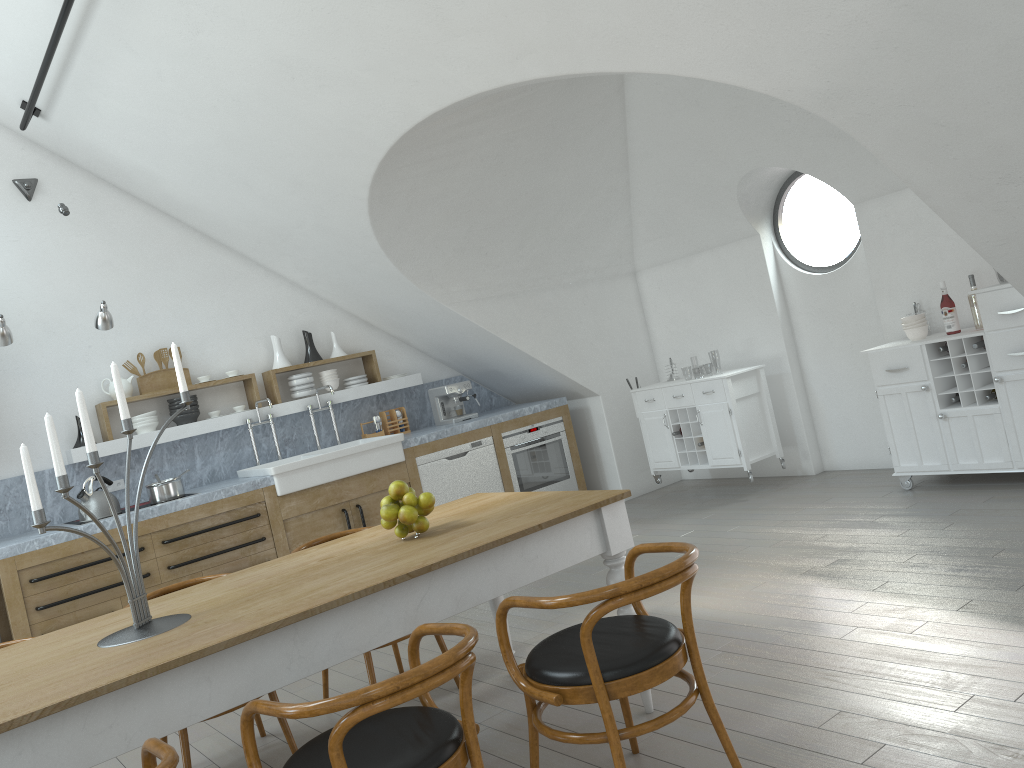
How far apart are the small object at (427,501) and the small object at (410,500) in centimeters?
3cm

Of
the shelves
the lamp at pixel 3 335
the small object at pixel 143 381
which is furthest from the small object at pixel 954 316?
the lamp at pixel 3 335

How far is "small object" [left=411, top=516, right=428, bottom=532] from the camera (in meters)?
3.16

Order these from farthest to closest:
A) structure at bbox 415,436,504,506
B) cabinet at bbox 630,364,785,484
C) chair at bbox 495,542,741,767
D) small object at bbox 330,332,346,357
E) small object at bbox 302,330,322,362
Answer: small object at bbox 330,332,346,357 < small object at bbox 302,330,322,362 < structure at bbox 415,436,504,506 < cabinet at bbox 630,364,785,484 < chair at bbox 495,542,741,767

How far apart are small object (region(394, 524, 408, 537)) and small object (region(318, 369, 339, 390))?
4.00m

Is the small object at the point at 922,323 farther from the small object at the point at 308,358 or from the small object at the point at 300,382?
the small object at the point at 308,358

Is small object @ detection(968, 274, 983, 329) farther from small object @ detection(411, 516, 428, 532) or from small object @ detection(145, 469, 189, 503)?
small object @ detection(145, 469, 189, 503)

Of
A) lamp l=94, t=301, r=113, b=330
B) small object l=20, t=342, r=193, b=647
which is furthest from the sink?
small object l=20, t=342, r=193, b=647

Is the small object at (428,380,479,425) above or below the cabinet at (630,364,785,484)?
above

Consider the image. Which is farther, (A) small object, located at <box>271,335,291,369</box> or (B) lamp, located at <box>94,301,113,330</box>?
(A) small object, located at <box>271,335,291,369</box>
